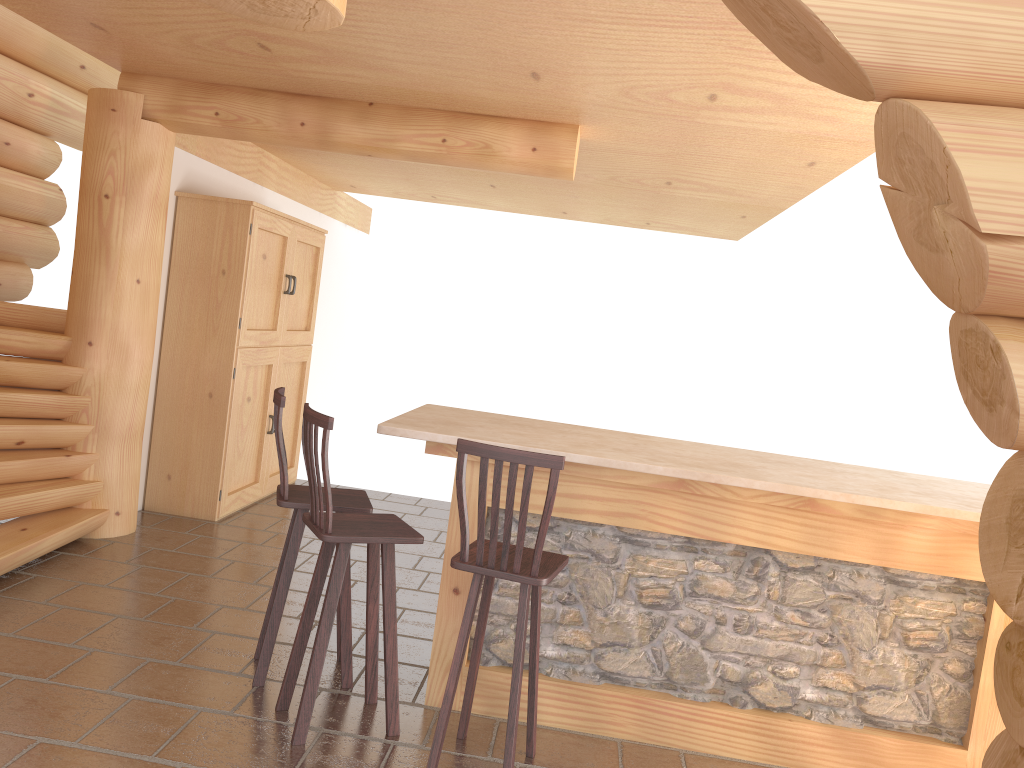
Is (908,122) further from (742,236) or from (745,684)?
(742,236)

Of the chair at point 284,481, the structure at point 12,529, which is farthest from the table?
the structure at point 12,529

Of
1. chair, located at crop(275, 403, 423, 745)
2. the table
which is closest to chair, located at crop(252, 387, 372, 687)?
chair, located at crop(275, 403, 423, 745)

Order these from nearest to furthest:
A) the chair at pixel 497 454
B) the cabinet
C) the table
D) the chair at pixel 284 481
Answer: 1. the chair at pixel 497 454
2. the table
3. the chair at pixel 284 481
4. the cabinet

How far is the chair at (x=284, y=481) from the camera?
3.9 meters

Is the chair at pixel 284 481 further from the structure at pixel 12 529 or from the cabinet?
the cabinet

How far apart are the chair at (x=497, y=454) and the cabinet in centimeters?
360cm

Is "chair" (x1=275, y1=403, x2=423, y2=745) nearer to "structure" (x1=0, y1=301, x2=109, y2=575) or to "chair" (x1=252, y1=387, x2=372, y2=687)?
"chair" (x1=252, y1=387, x2=372, y2=687)

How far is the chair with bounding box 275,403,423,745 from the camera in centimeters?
351cm

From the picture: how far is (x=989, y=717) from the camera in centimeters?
381cm
